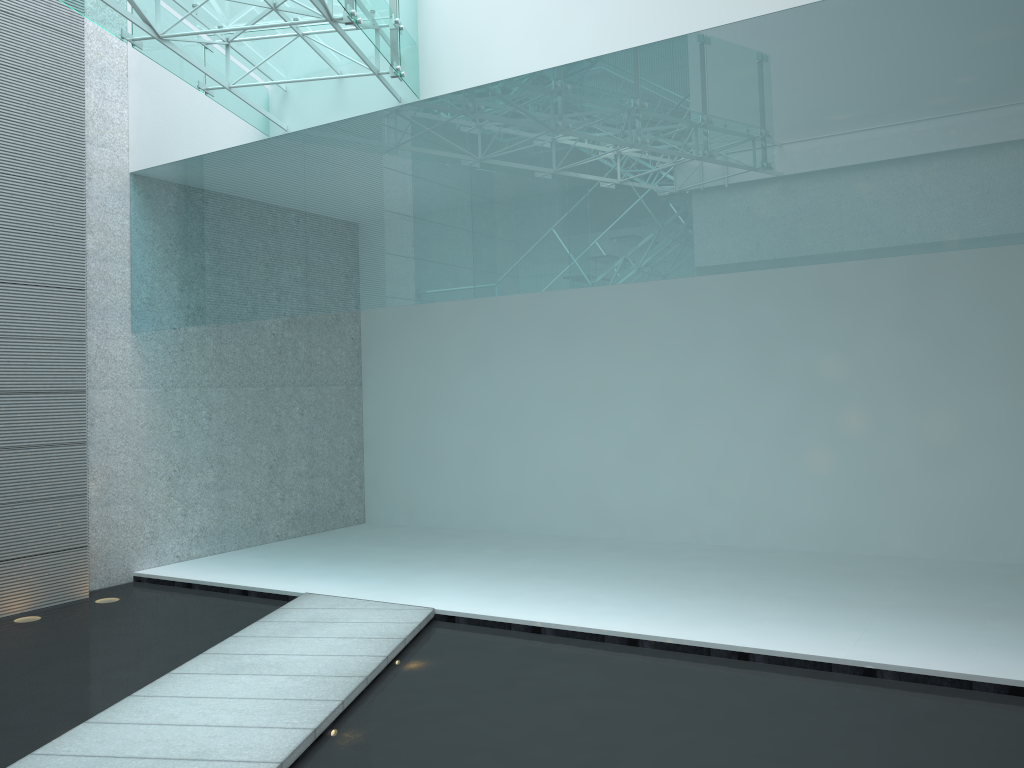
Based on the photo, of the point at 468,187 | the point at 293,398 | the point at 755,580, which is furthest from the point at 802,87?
the point at 293,398
